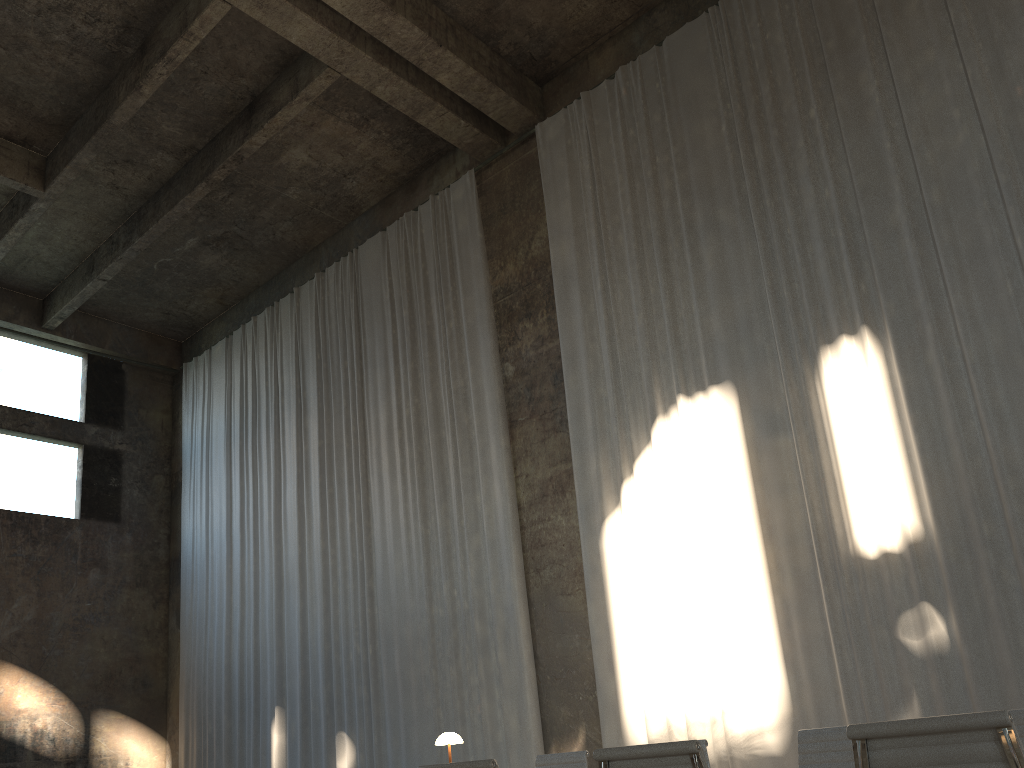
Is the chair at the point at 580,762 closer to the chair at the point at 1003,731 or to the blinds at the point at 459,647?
the chair at the point at 1003,731

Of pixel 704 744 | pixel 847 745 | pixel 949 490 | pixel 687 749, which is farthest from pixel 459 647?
pixel 687 749

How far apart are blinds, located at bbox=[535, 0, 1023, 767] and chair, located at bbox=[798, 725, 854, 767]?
3.2m

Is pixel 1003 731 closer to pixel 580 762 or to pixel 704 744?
pixel 704 744

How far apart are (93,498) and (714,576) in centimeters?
1149cm

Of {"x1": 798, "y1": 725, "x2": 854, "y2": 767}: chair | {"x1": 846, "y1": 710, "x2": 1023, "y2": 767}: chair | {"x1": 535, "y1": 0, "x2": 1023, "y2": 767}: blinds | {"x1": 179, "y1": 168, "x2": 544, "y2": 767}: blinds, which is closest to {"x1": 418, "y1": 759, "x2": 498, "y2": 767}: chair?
{"x1": 846, "y1": 710, "x2": 1023, "y2": 767}: chair

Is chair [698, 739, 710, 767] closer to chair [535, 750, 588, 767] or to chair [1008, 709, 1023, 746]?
chair [535, 750, 588, 767]

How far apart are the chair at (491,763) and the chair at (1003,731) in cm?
133

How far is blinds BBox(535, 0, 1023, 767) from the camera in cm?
720

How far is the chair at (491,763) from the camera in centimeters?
318cm
